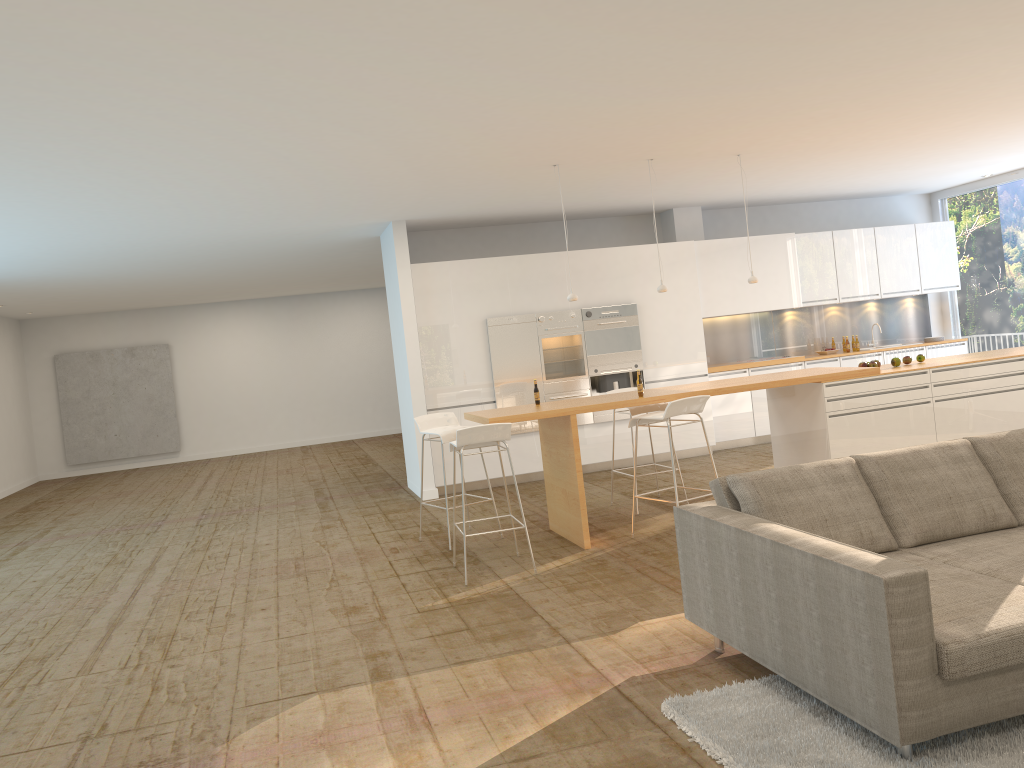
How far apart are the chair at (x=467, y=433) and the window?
8.1 meters

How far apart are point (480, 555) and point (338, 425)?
11.64m

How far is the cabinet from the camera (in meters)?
9.70

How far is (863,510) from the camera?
4.01m

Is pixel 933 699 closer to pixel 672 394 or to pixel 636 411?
pixel 672 394

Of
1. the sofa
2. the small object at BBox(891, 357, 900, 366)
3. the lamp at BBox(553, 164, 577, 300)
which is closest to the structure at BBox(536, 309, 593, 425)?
the lamp at BBox(553, 164, 577, 300)

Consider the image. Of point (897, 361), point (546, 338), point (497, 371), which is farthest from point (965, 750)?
point (546, 338)

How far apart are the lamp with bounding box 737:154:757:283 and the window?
5.29m

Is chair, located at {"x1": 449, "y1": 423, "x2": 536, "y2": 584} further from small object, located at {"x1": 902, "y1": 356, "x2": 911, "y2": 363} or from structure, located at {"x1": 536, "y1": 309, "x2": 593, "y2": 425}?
small object, located at {"x1": 902, "y1": 356, "x2": 911, "y2": 363}

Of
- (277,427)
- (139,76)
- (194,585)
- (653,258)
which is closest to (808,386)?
(653,258)
